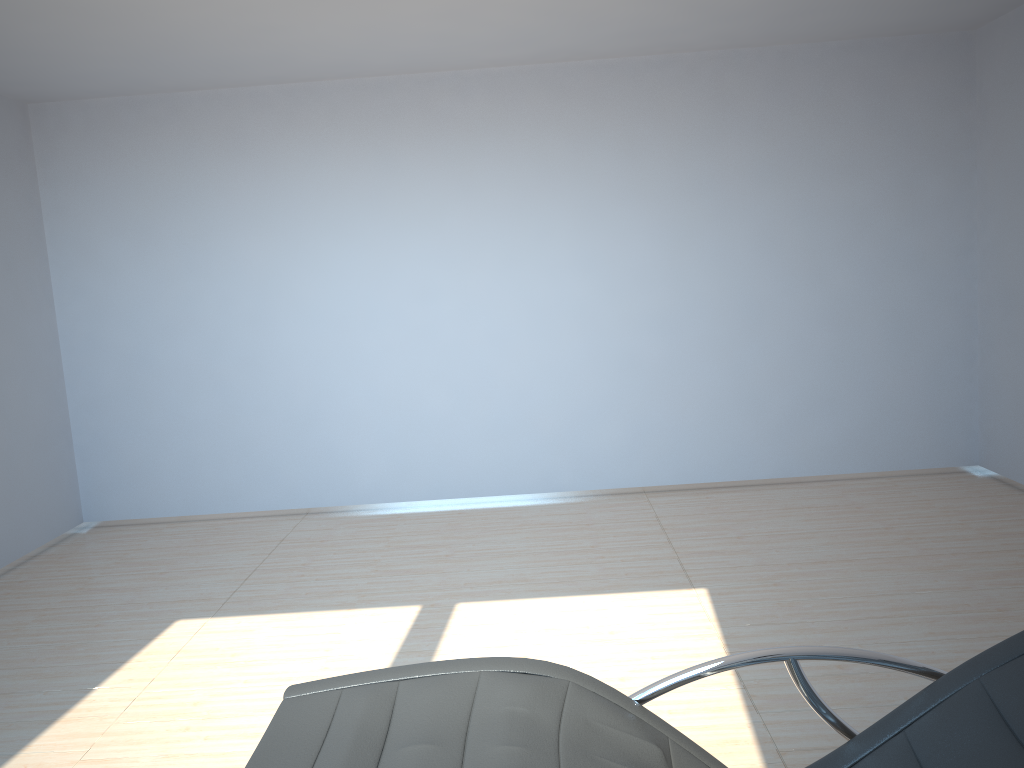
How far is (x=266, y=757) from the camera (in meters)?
1.73

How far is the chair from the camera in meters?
1.7 m

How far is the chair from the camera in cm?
173

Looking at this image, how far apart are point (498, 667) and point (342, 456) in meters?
4.4 m
